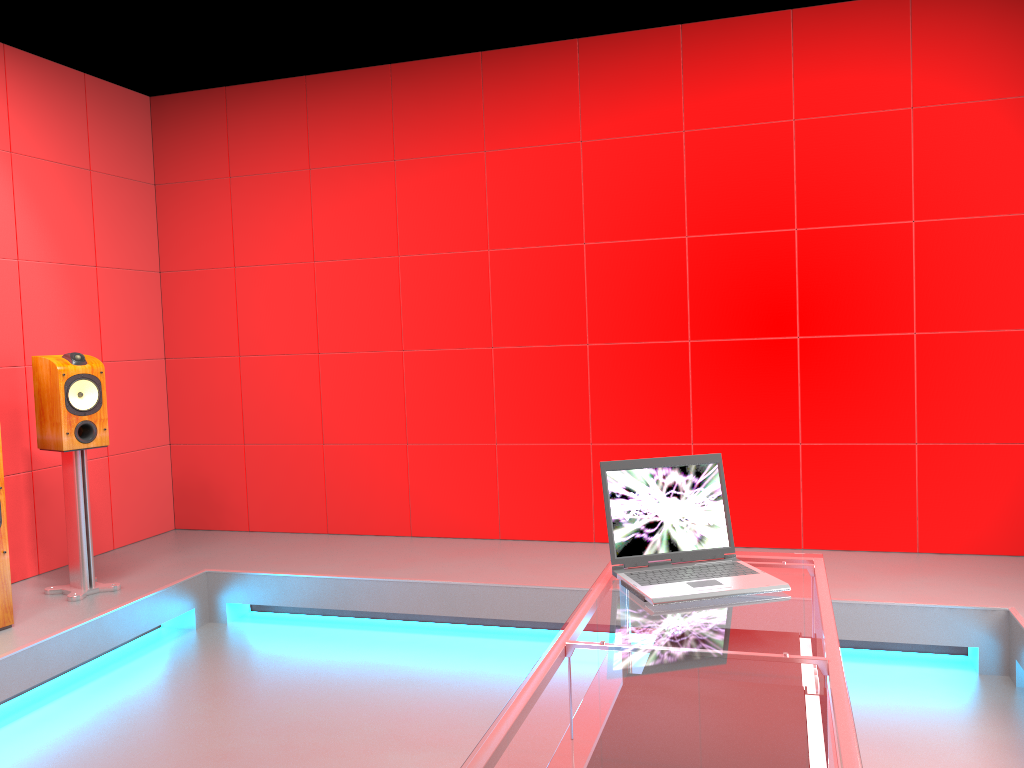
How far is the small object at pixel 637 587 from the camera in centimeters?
206cm

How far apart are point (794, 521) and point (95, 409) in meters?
3.2 m

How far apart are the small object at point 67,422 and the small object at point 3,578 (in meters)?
0.34

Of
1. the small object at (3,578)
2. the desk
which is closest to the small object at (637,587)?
the desk

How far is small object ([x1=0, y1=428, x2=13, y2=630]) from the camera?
3.4m

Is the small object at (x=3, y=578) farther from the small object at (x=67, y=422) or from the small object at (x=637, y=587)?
the small object at (x=637, y=587)

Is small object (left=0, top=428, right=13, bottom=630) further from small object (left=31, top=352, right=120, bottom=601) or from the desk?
the desk

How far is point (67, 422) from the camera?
3.8 meters

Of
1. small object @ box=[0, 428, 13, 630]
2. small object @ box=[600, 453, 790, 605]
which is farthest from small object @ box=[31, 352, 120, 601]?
small object @ box=[600, 453, 790, 605]

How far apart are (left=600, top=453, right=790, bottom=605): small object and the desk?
0.01m
